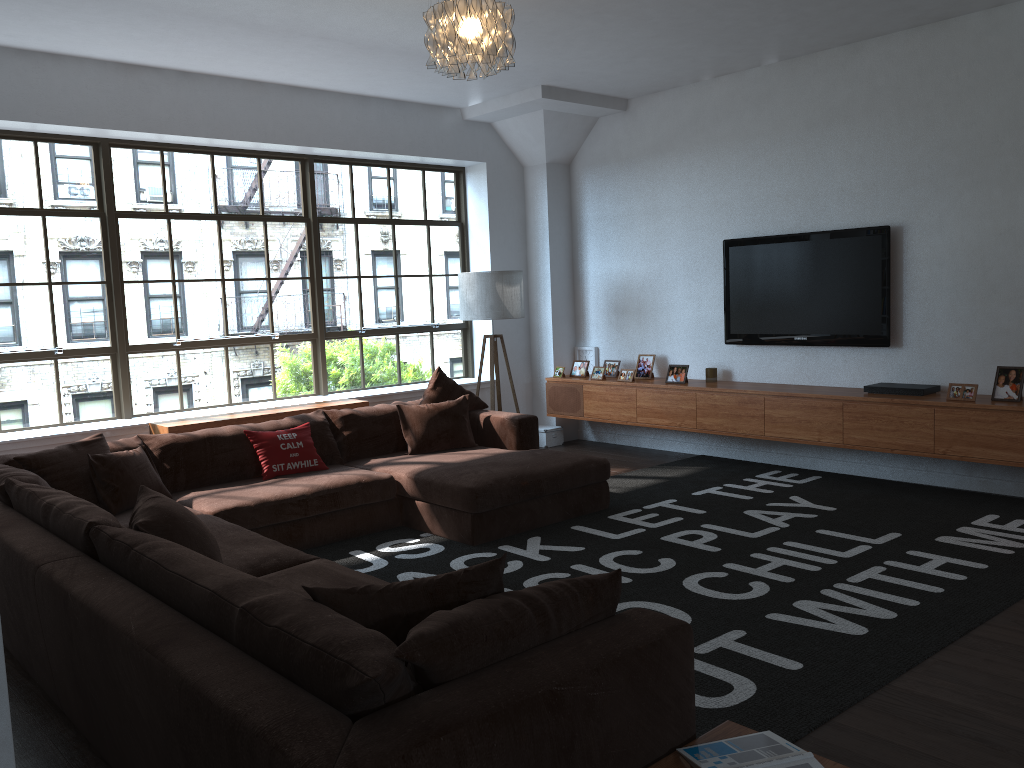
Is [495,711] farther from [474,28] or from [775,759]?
[474,28]

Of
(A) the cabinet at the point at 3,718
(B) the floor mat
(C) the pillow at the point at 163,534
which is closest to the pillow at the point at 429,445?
(B) the floor mat

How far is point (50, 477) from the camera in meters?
4.5

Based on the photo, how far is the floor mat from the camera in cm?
315

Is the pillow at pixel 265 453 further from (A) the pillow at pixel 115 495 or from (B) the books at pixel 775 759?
(B) the books at pixel 775 759

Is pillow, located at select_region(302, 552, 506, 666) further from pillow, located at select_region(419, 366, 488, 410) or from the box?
the box

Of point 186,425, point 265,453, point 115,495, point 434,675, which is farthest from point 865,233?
point 434,675

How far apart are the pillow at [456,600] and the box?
5.7 meters

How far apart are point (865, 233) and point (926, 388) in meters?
1.1 m

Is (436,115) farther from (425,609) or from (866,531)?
(425,609)
